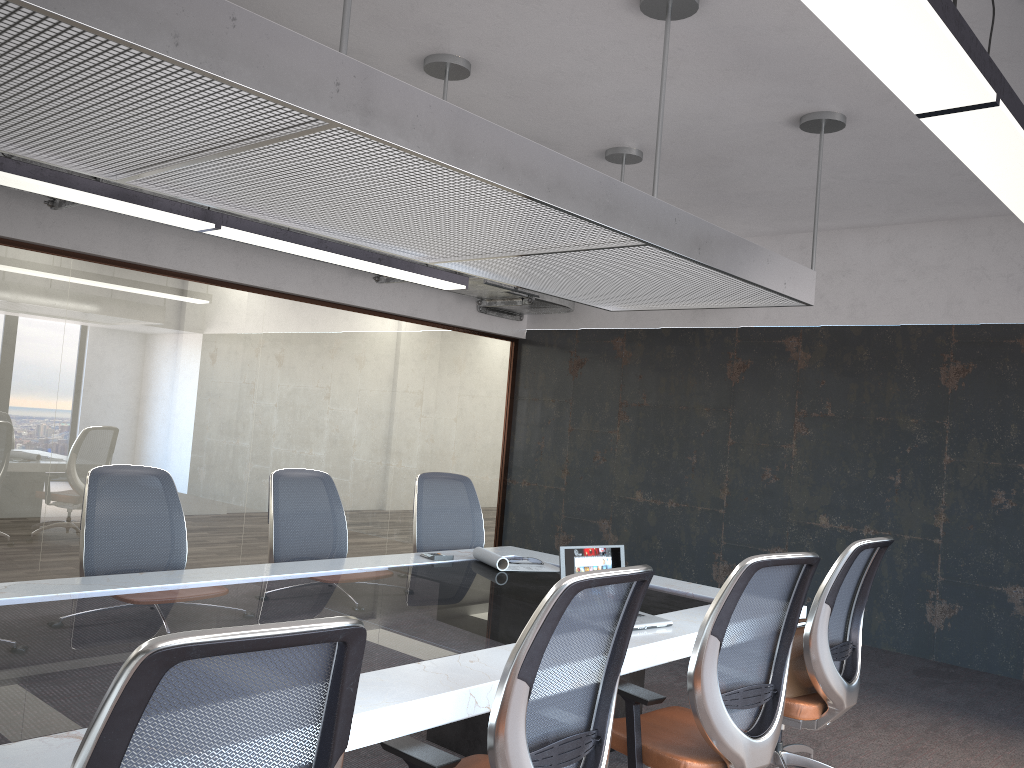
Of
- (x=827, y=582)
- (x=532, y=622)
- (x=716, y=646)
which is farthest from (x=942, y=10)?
(x=827, y=582)

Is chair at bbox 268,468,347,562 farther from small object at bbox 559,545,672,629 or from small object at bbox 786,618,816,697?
small object at bbox 786,618,816,697

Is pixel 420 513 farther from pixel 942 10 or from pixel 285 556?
pixel 942 10

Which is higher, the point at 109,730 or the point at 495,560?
the point at 109,730

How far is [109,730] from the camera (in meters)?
1.28

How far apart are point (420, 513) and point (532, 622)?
3.2m

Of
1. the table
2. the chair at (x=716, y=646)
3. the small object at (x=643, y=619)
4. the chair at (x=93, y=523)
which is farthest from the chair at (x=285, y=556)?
the chair at (x=716, y=646)

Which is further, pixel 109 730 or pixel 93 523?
pixel 93 523

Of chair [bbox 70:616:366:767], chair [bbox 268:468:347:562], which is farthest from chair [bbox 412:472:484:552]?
chair [bbox 70:616:366:767]

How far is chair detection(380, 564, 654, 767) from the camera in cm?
215
